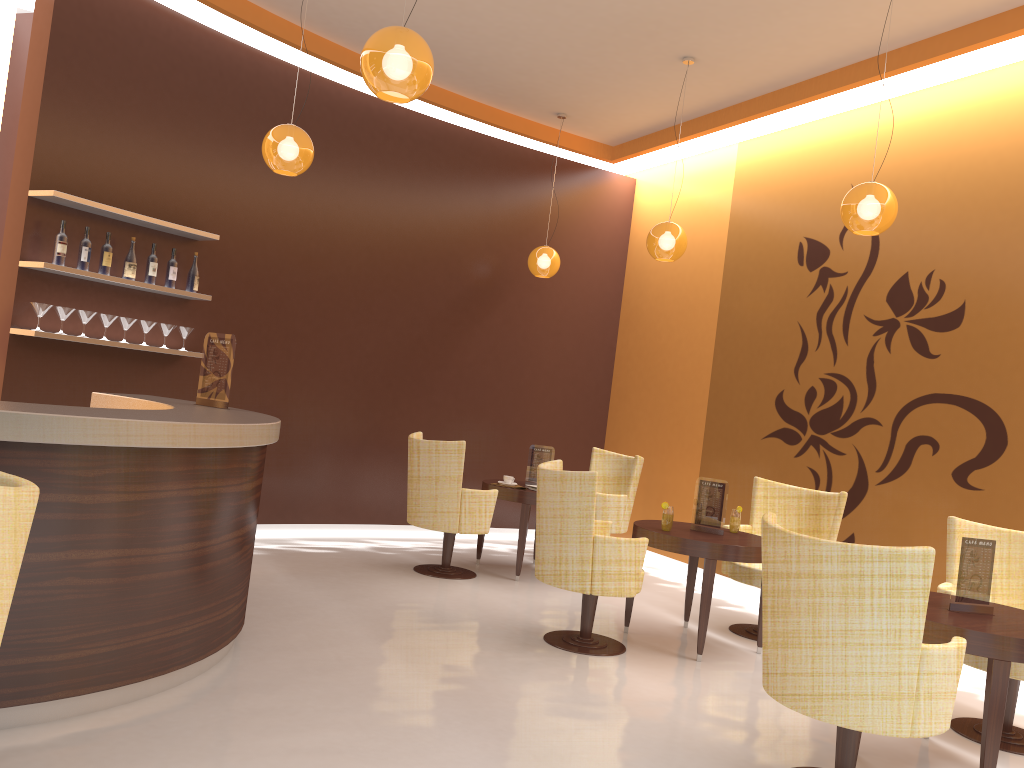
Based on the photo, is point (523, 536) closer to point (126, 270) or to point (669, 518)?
point (669, 518)

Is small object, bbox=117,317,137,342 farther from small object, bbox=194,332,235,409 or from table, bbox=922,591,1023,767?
table, bbox=922,591,1023,767

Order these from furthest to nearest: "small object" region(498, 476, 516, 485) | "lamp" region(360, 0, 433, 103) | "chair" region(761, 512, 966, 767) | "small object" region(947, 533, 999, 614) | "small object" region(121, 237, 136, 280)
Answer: "small object" region(498, 476, 516, 485)
"small object" region(121, 237, 136, 280)
"small object" region(947, 533, 999, 614)
"lamp" region(360, 0, 433, 103)
"chair" region(761, 512, 966, 767)

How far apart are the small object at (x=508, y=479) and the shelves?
2.7 meters

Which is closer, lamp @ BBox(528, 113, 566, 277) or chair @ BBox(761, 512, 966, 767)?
chair @ BBox(761, 512, 966, 767)

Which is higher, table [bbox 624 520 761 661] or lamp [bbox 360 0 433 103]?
lamp [bbox 360 0 433 103]

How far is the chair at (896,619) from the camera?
3.0 meters

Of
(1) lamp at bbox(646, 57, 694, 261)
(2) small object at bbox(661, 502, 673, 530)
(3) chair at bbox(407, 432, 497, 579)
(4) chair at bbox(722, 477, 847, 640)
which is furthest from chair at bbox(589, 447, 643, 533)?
(2) small object at bbox(661, 502, 673, 530)

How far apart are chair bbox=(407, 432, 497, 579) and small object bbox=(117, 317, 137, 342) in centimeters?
209cm

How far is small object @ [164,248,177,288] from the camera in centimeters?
628cm
